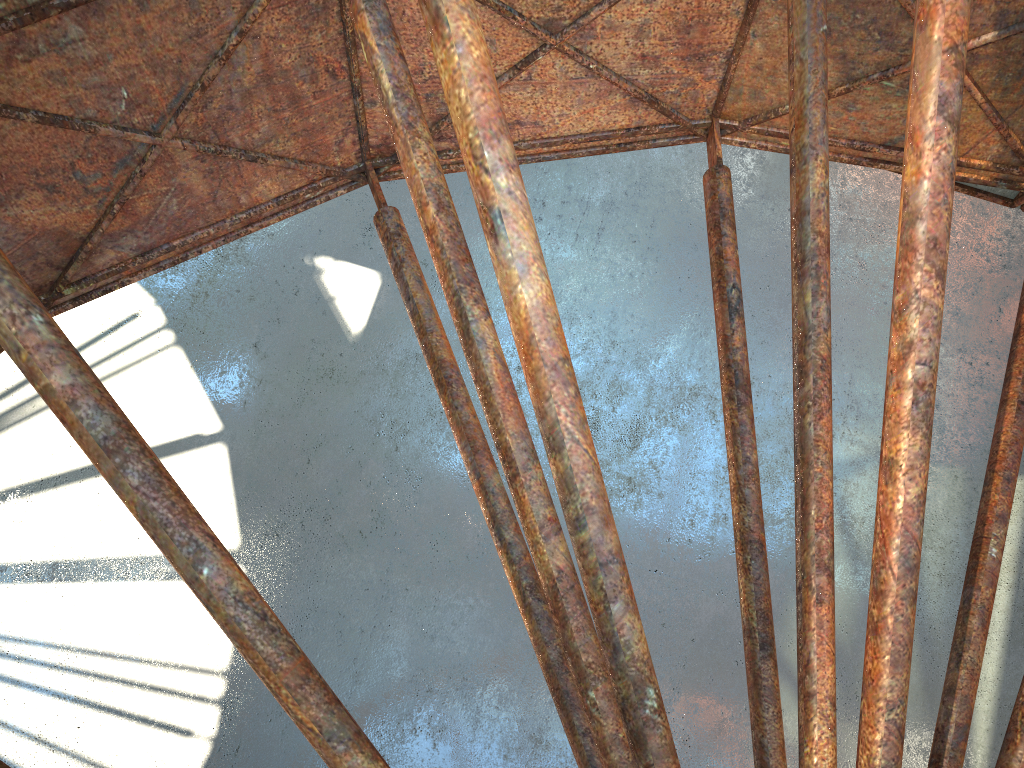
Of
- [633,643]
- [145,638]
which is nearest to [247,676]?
[145,638]

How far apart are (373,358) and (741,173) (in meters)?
12.55
